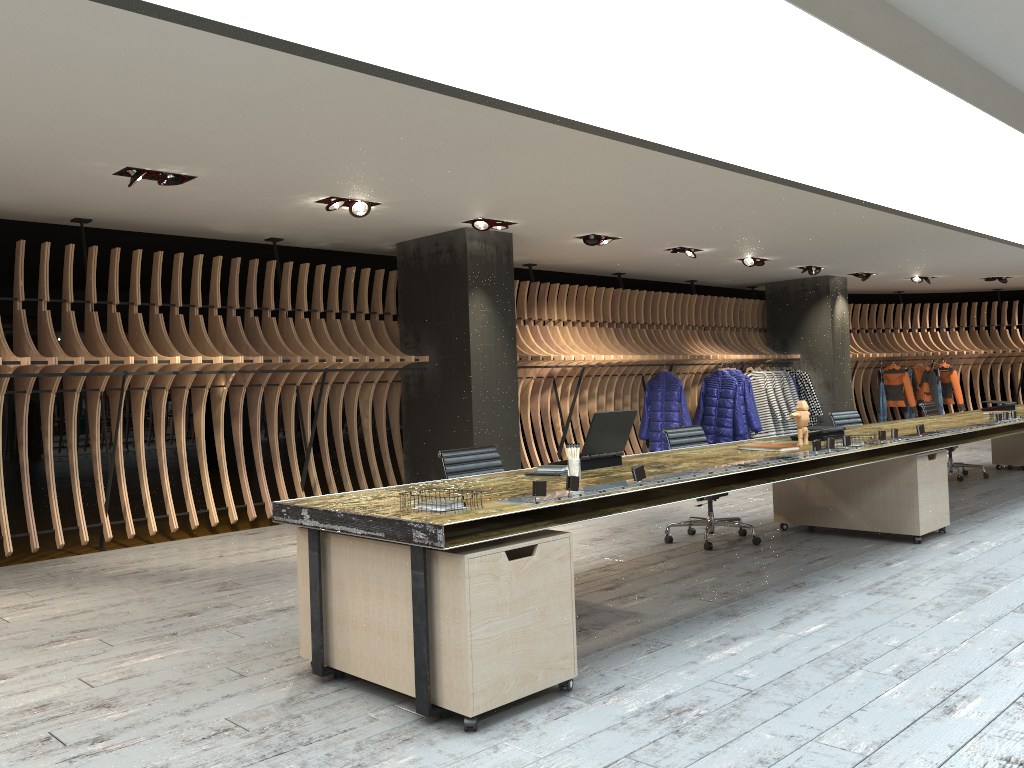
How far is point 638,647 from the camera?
4.1 meters

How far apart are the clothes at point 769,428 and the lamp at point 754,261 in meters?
2.1

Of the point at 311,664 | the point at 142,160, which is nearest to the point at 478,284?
the point at 142,160

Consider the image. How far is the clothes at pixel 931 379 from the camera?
15.9m

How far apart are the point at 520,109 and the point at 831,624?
2.9m

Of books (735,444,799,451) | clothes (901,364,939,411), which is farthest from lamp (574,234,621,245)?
clothes (901,364,939,411)

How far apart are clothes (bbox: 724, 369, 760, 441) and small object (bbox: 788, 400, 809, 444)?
6.75m

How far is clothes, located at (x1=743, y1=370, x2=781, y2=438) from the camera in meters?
13.2

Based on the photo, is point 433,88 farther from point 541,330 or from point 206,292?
point 206,292

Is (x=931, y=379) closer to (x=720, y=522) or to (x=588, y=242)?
(x=588, y=242)
